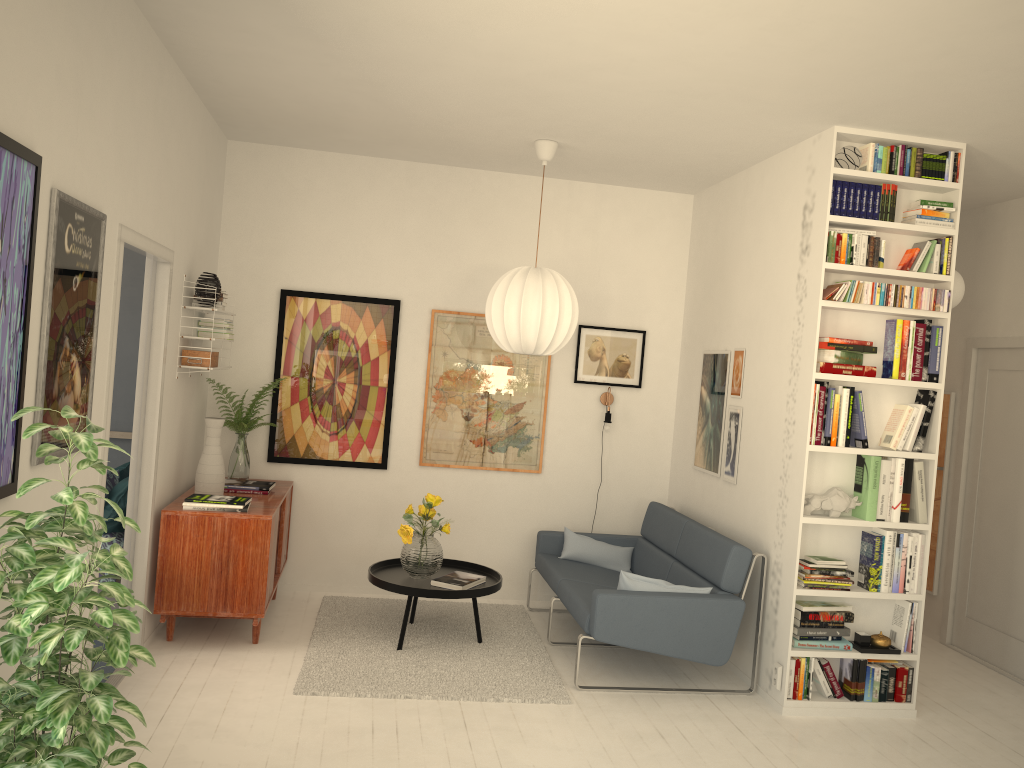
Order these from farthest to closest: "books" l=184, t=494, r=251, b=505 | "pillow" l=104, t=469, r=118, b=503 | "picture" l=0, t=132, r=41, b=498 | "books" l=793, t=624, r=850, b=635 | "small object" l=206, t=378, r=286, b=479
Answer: "small object" l=206, t=378, r=286, b=479
"pillow" l=104, t=469, r=118, b=503
"books" l=184, t=494, r=251, b=505
"books" l=793, t=624, r=850, b=635
"picture" l=0, t=132, r=41, b=498

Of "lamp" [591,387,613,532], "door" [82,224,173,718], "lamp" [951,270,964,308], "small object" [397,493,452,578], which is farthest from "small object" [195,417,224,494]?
"lamp" [951,270,964,308]

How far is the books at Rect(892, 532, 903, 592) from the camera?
4.5 meters

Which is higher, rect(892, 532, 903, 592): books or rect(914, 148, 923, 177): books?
rect(914, 148, 923, 177): books

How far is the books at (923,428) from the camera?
4.47m

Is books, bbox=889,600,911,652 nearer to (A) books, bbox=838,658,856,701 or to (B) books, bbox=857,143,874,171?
(A) books, bbox=838,658,856,701

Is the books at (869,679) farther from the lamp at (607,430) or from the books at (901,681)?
the lamp at (607,430)

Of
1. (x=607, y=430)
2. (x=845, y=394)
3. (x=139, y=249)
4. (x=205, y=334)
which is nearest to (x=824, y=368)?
(x=845, y=394)

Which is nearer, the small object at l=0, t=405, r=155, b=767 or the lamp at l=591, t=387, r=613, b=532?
the small object at l=0, t=405, r=155, b=767

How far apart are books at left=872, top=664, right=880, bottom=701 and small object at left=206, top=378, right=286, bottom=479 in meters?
3.8 m
